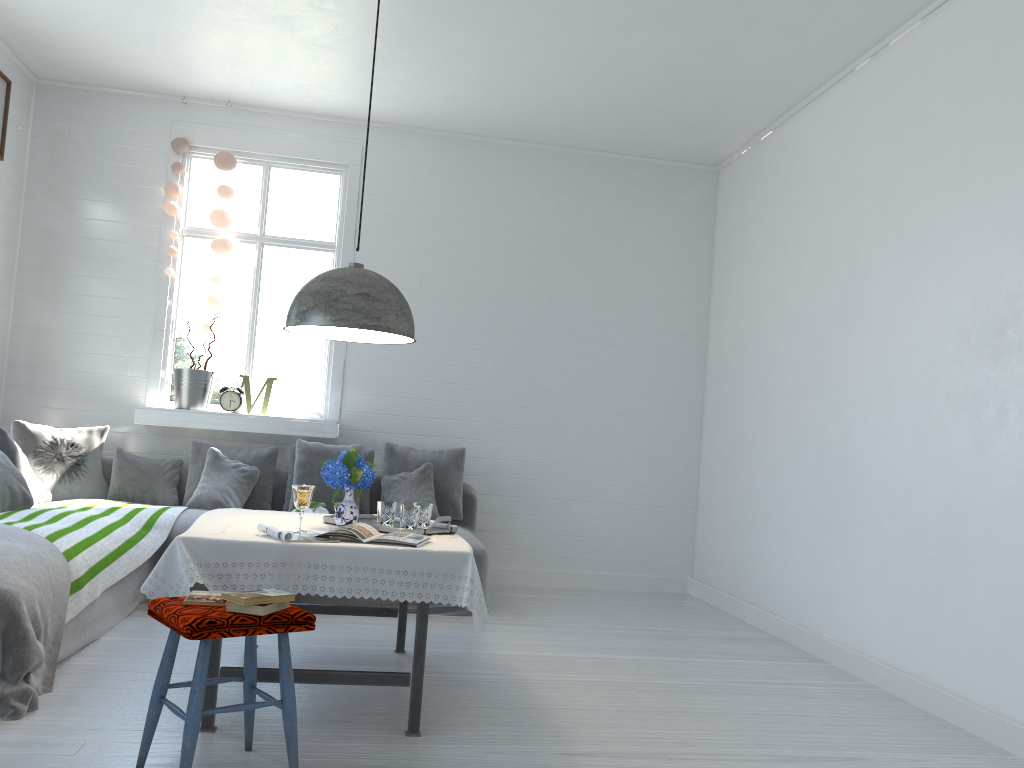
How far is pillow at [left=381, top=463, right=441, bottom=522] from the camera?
6.41m

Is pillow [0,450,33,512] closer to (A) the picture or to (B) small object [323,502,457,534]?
(B) small object [323,502,457,534]

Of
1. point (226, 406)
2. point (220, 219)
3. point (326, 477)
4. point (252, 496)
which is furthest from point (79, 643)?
point (220, 219)

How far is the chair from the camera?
2.64m

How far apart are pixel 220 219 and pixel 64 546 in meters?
3.3

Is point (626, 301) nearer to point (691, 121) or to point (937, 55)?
point (691, 121)

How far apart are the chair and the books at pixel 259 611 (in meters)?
0.02

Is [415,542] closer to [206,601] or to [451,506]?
[206,601]

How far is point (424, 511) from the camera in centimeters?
417cm

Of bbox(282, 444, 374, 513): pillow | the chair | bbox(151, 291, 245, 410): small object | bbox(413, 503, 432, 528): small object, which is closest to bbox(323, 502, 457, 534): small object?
bbox(413, 503, 432, 528): small object
